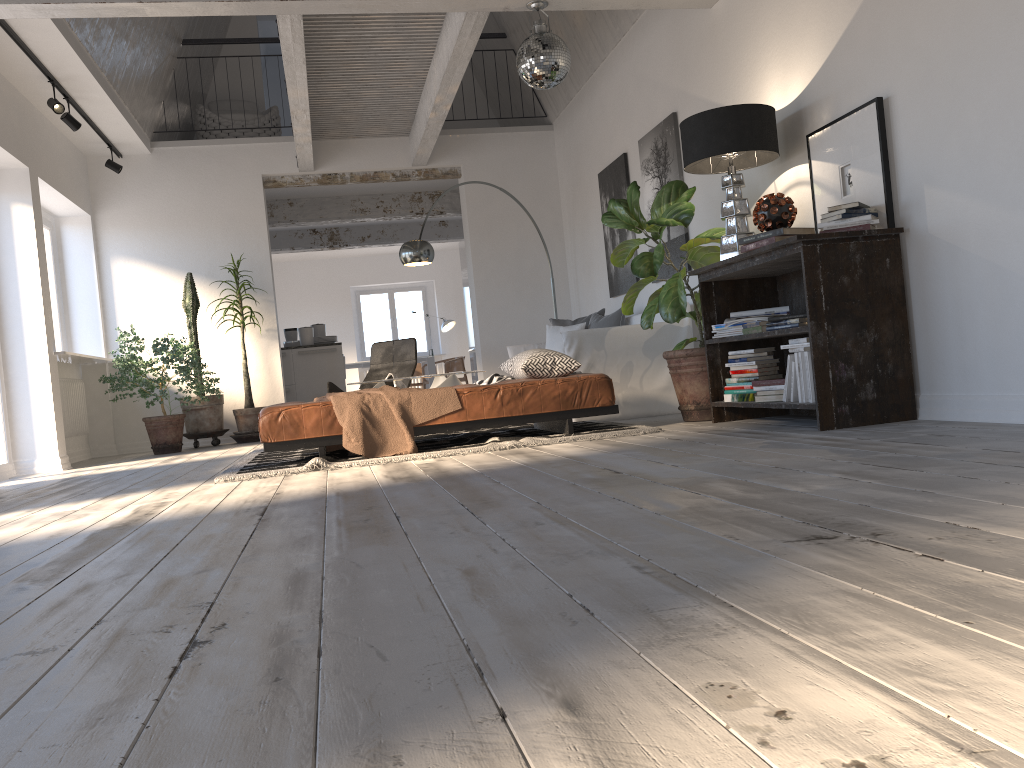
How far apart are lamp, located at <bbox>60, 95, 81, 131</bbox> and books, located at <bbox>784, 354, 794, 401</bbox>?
5.9m

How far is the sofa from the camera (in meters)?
6.27

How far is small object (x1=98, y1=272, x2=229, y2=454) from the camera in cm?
792

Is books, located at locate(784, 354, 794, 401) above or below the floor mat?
above

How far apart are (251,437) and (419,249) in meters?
2.5

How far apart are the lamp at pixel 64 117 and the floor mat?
3.0m

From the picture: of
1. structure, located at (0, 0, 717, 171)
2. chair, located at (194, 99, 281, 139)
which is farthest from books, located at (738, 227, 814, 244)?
chair, located at (194, 99, 281, 139)

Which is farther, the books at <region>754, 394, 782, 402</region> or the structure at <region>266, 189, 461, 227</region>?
the structure at <region>266, 189, 461, 227</region>

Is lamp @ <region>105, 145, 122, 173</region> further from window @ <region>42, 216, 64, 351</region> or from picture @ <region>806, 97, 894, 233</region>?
picture @ <region>806, 97, 894, 233</region>

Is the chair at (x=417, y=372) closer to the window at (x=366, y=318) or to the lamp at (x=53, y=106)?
the window at (x=366, y=318)
